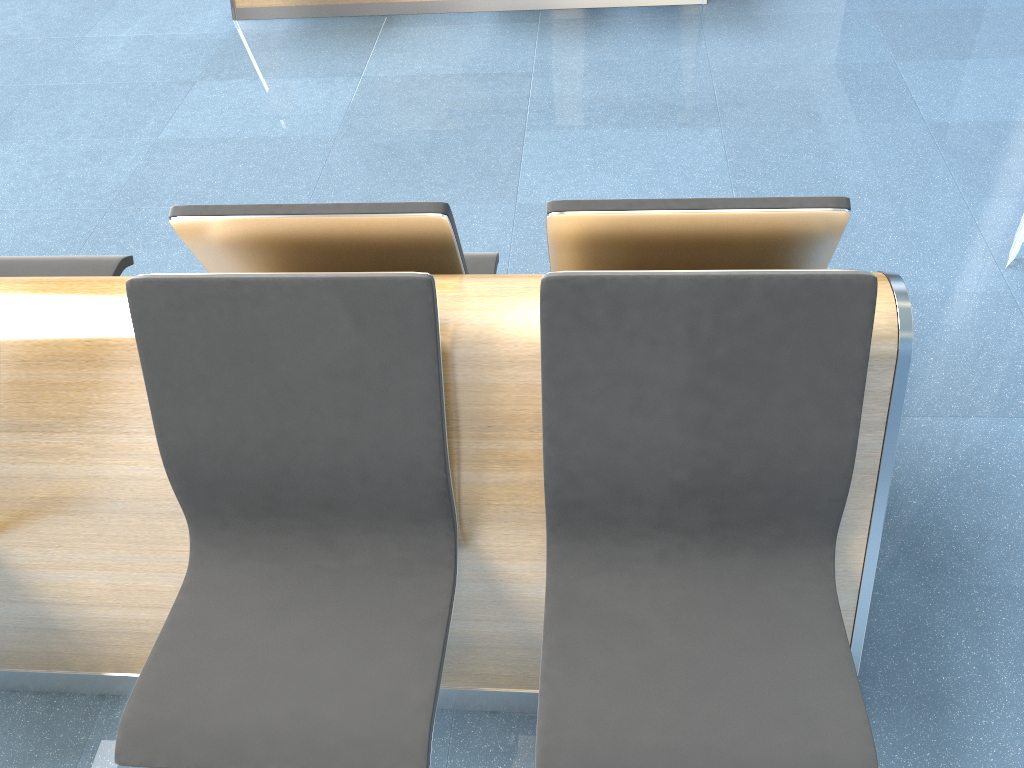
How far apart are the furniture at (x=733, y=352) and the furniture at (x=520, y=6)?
2.5m

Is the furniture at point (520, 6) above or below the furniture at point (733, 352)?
below

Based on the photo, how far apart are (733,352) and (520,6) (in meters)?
3.35

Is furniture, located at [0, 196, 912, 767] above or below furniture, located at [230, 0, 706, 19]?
above

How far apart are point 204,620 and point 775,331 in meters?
1.1

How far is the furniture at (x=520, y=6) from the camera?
4.2 meters

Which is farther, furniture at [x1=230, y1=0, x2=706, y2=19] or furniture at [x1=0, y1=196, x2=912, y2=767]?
furniture at [x1=230, y1=0, x2=706, y2=19]

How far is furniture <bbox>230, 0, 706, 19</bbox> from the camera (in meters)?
4.19

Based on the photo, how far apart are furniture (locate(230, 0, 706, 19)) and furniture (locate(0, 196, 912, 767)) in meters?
2.5 m
